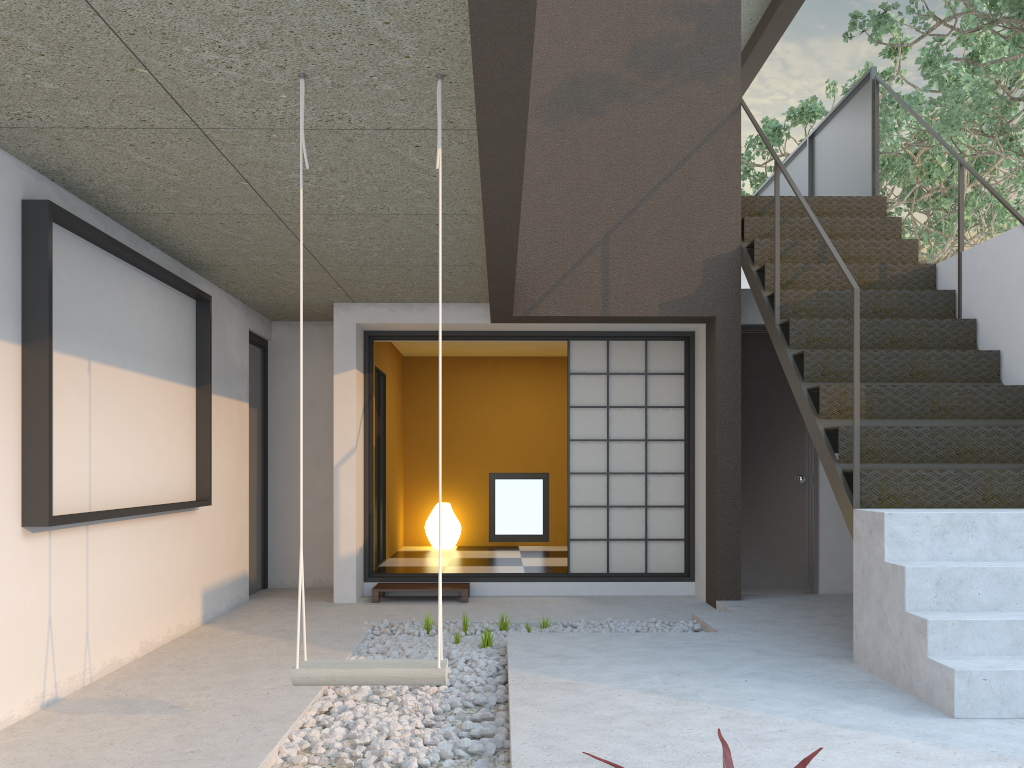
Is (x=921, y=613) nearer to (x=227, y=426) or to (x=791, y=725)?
(x=791, y=725)

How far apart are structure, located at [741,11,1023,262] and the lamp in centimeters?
632cm

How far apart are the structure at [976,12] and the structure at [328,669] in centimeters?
619cm

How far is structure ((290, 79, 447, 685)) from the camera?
2.6 meters

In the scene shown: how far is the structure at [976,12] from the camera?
6.8m

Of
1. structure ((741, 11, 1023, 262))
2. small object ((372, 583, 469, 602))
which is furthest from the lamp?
structure ((741, 11, 1023, 262))

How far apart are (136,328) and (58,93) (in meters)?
1.83

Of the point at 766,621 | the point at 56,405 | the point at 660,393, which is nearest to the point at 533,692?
the point at 766,621

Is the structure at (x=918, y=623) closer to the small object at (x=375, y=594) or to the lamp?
the small object at (x=375, y=594)

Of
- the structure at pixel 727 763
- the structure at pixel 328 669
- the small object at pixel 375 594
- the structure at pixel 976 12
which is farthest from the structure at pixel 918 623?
the small object at pixel 375 594
